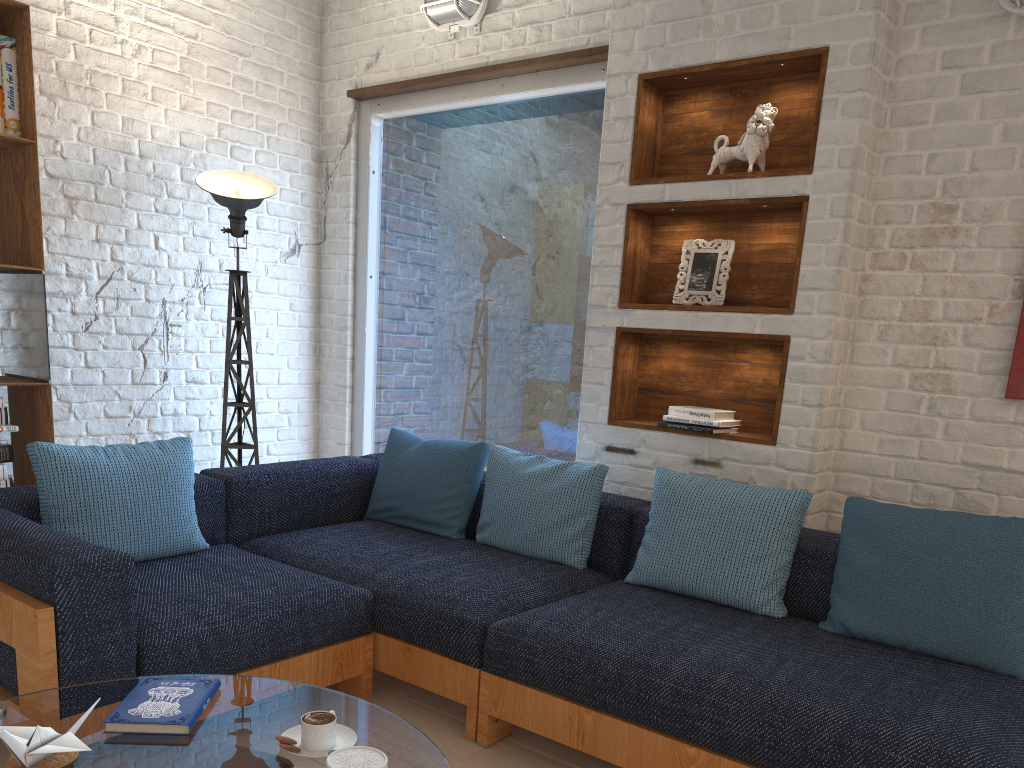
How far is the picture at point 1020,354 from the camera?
2.7 meters

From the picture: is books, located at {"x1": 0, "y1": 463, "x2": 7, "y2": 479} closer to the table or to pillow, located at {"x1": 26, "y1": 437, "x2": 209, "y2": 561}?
pillow, located at {"x1": 26, "y1": 437, "x2": 209, "y2": 561}

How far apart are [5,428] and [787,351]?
2.82m

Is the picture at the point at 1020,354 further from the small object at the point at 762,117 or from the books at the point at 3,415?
the books at the point at 3,415

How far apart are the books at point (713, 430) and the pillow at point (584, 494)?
0.3 meters

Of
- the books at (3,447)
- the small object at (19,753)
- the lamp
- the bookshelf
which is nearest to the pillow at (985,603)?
the small object at (19,753)

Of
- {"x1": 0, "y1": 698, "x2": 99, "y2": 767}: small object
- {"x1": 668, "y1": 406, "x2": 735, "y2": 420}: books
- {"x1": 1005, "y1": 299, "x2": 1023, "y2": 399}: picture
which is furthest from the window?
{"x1": 0, "y1": 698, "x2": 99, "y2": 767}: small object

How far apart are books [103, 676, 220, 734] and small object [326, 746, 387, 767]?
0.4 meters

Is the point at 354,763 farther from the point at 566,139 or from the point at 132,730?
the point at 566,139

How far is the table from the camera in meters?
1.5 m
